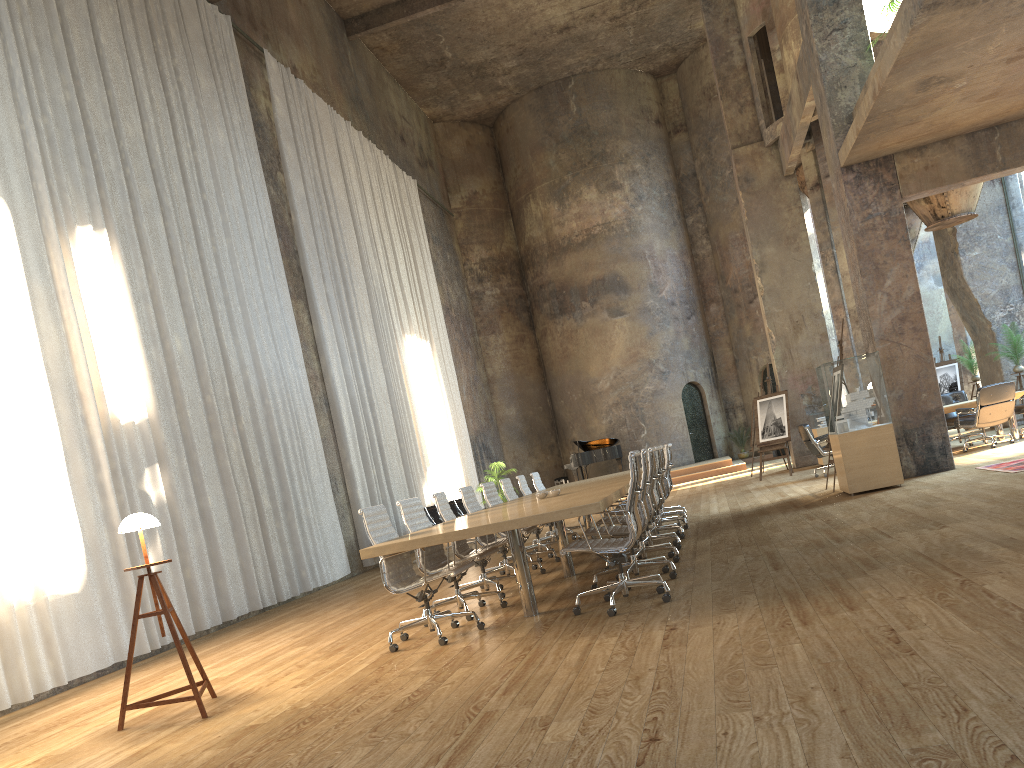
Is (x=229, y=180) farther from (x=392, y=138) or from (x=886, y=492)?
(x=392, y=138)

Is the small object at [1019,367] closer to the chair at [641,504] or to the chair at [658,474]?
the chair at [658,474]

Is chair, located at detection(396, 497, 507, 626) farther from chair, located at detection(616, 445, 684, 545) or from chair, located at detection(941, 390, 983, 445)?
chair, located at detection(941, 390, 983, 445)

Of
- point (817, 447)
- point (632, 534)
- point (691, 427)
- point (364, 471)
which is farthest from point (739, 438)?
point (632, 534)

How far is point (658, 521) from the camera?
10.2m

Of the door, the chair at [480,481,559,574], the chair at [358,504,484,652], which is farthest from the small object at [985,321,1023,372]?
the chair at [358,504,484,652]

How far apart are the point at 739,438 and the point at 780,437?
9.2 meters

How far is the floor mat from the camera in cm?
920

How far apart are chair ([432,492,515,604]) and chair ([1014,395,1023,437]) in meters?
9.5

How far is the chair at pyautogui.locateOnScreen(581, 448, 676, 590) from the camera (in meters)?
6.55
